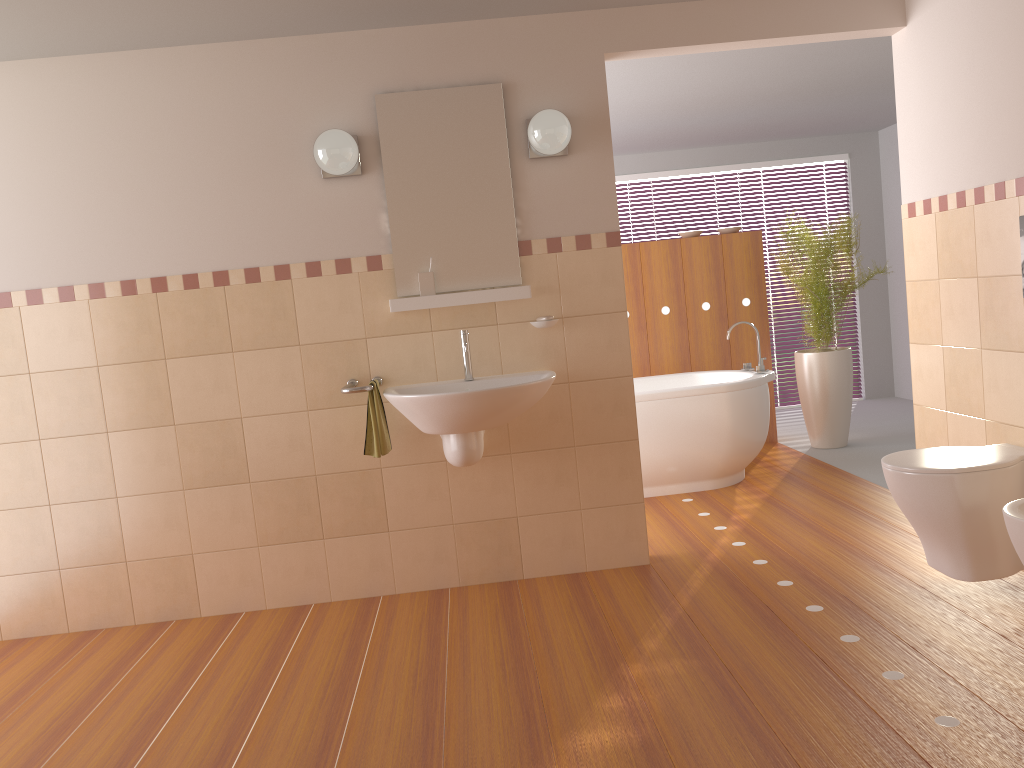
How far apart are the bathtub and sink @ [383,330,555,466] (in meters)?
1.42

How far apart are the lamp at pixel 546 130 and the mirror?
0.11m

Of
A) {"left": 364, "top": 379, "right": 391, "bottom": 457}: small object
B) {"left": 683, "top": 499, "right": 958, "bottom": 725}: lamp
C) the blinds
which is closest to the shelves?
{"left": 364, "top": 379, "right": 391, "bottom": 457}: small object

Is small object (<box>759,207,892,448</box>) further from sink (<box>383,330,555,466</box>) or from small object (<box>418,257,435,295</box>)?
small object (<box>418,257,435,295</box>)

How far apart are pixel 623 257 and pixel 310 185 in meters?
2.9

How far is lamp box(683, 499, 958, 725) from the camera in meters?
2.2 m

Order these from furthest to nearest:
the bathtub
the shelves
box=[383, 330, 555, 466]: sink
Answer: the bathtub < the shelves < box=[383, 330, 555, 466]: sink

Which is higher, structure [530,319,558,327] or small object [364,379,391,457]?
structure [530,319,558,327]

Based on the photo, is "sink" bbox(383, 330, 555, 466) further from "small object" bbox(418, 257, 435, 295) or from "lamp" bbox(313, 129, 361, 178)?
"lamp" bbox(313, 129, 361, 178)

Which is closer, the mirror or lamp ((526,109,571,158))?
lamp ((526,109,571,158))
